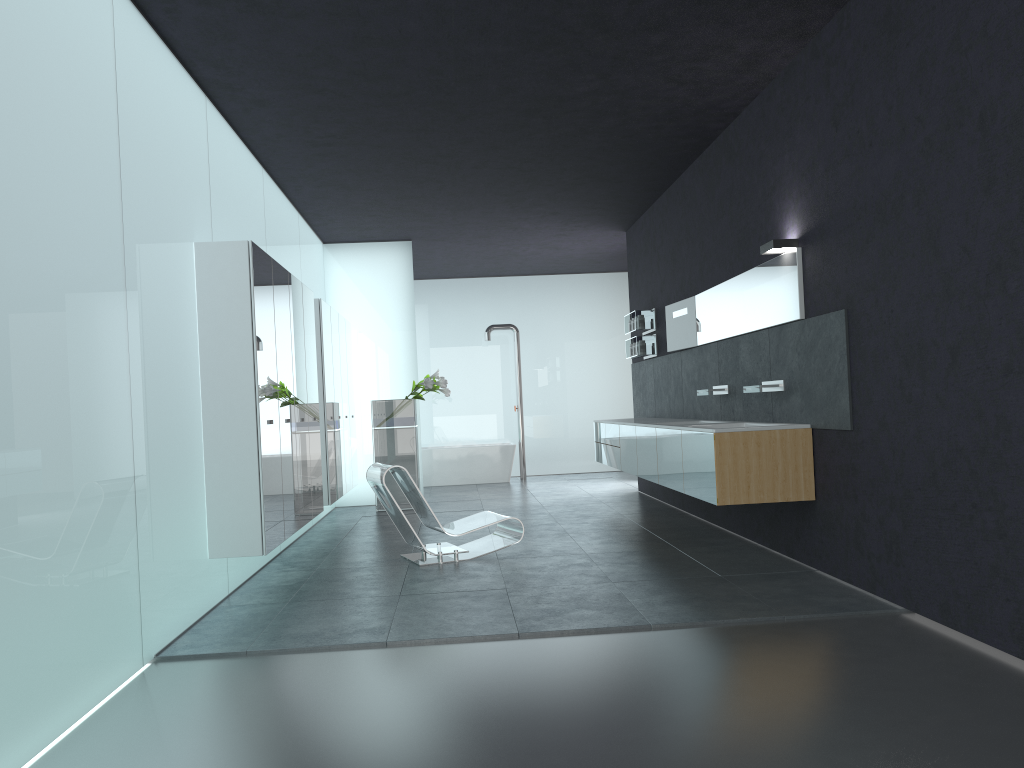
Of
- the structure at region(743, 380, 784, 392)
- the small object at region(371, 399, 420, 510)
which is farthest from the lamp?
the small object at region(371, 399, 420, 510)

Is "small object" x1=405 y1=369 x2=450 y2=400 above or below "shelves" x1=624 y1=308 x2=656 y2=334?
below

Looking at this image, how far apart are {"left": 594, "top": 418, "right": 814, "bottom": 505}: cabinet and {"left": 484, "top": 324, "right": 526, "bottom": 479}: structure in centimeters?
426cm

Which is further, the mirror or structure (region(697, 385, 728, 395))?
structure (region(697, 385, 728, 395))

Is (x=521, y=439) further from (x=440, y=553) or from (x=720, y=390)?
(x=440, y=553)

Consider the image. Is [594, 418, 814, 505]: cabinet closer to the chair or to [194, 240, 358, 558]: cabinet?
the chair

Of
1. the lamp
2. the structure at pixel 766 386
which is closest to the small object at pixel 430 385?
the structure at pixel 766 386

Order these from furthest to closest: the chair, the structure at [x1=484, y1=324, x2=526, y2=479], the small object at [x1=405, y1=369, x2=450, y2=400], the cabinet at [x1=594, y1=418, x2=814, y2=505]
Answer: the structure at [x1=484, y1=324, x2=526, y2=479]
the small object at [x1=405, y1=369, x2=450, y2=400]
the chair
the cabinet at [x1=594, y1=418, x2=814, y2=505]

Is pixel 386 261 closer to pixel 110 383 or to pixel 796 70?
pixel 796 70

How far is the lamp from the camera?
6.6 meters
